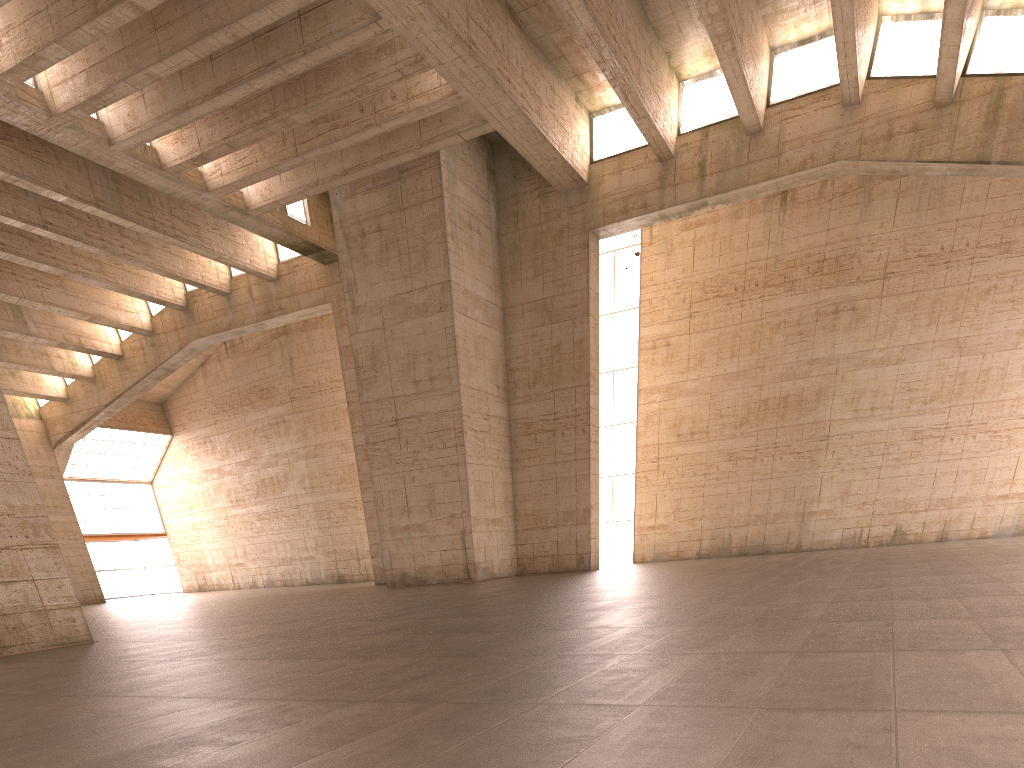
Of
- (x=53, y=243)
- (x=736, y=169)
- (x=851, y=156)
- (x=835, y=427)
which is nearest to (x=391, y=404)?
(x=53, y=243)
